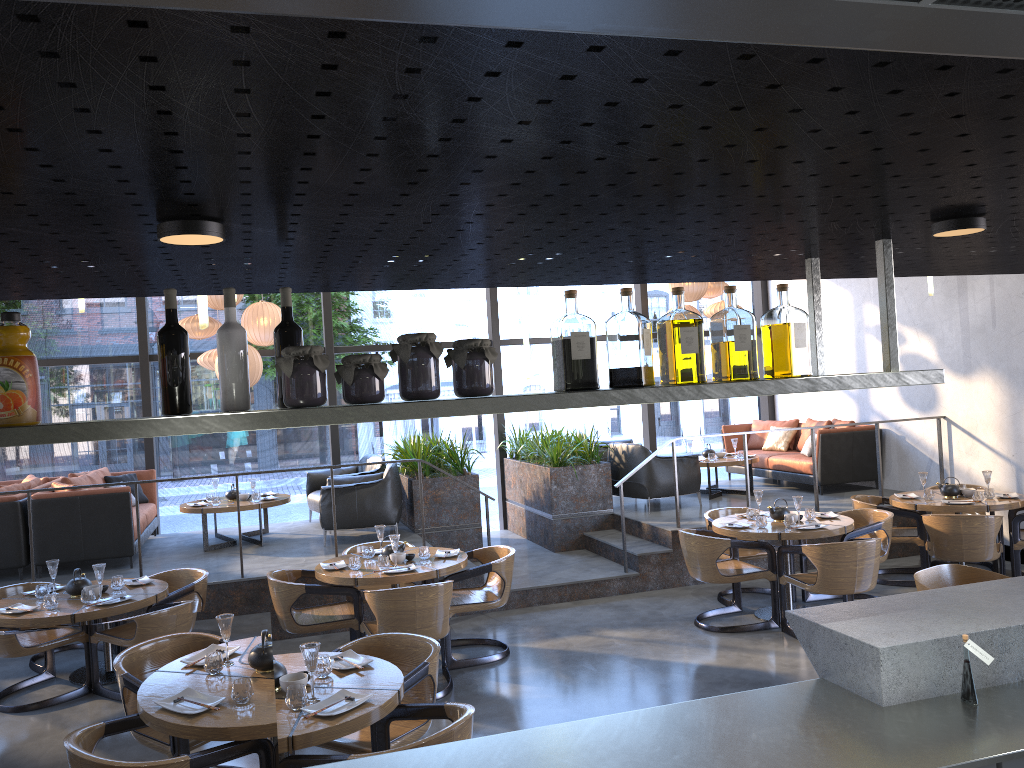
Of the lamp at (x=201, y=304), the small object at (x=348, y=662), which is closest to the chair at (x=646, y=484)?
the lamp at (x=201, y=304)

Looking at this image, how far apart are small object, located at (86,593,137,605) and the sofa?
2.4m

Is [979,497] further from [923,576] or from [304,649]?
[304,649]

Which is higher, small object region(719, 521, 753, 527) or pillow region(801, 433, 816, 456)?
pillow region(801, 433, 816, 456)

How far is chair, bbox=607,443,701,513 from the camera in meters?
9.4 m

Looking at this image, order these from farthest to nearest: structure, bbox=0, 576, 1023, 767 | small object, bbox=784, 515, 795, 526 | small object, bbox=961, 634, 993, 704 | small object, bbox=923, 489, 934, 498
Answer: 1. small object, bbox=923, 489, 934, 498
2. small object, bbox=784, 515, 795, 526
3. small object, bbox=961, 634, 993, 704
4. structure, bbox=0, 576, 1023, 767

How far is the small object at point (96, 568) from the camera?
5.7m

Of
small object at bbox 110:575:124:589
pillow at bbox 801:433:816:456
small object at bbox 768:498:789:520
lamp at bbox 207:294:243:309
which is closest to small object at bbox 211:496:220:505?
lamp at bbox 207:294:243:309

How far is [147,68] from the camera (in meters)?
0.90

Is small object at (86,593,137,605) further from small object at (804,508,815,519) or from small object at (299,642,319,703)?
small object at (804,508,815,519)
